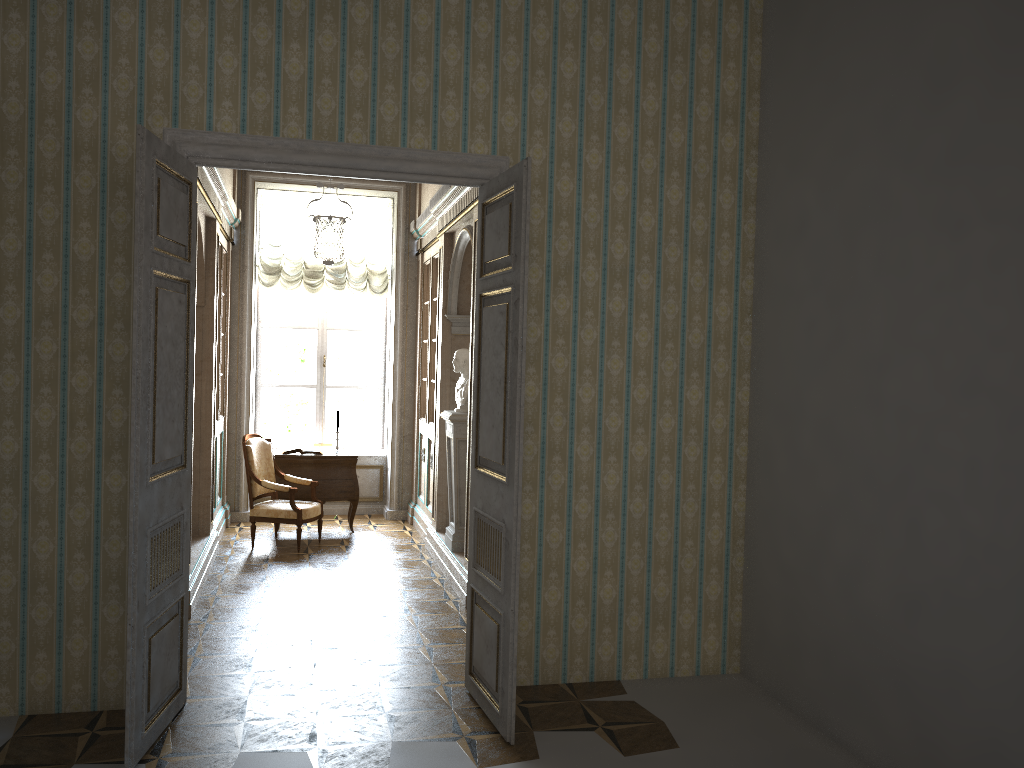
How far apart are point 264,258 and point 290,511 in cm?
310

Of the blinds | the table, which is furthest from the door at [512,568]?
the blinds

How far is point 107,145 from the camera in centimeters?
422cm

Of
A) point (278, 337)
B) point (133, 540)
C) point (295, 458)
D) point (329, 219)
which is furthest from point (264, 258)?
point (133, 540)

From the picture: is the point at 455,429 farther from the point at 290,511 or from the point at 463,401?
the point at 290,511

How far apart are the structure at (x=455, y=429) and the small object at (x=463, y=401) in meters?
0.1

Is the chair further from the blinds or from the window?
the blinds

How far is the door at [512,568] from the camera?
4.00m

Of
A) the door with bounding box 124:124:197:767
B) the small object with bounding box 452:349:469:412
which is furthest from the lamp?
the door with bounding box 124:124:197:767

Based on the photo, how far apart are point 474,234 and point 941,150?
3.5m
